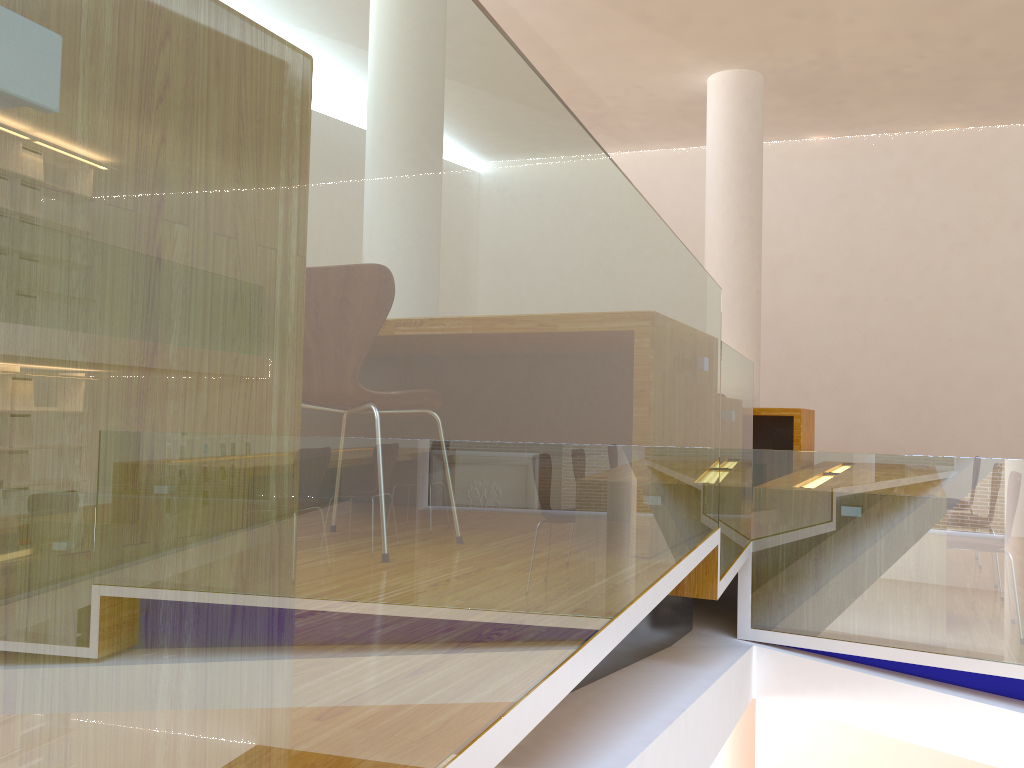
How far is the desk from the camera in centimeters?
563cm

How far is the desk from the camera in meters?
5.6 m

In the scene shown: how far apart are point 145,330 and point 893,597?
3.63m

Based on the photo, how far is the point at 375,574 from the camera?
0.72m

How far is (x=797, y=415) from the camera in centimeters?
563cm
